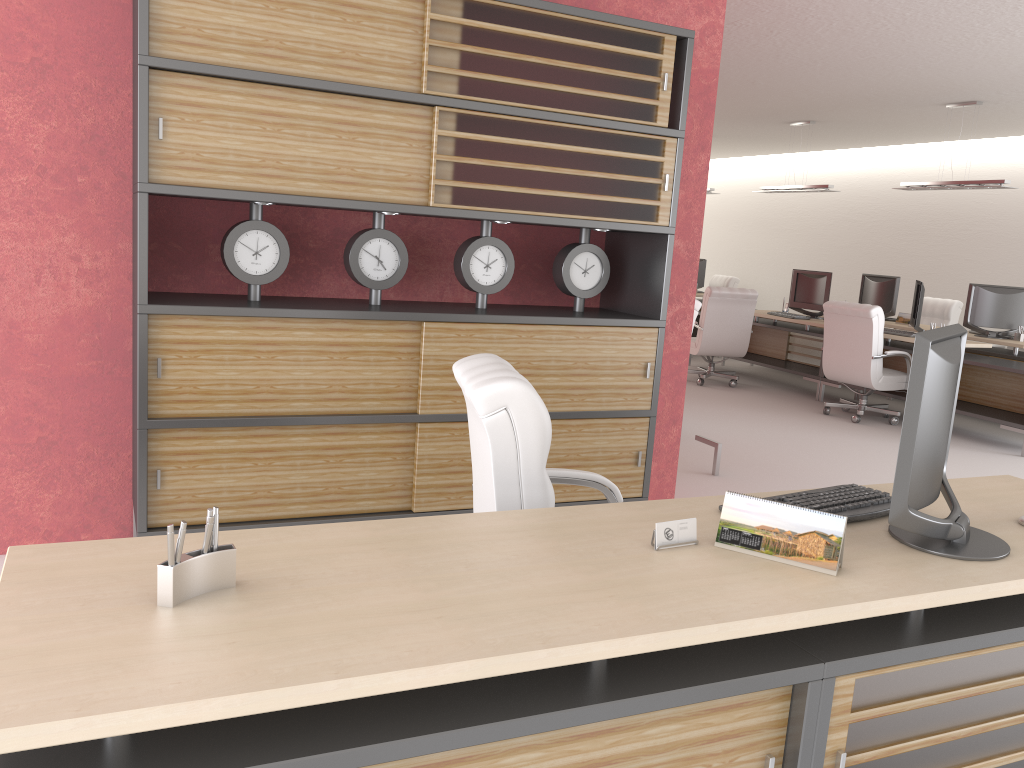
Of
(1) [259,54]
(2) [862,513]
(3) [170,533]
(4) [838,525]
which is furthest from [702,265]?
(3) [170,533]

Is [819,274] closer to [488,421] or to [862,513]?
[862,513]

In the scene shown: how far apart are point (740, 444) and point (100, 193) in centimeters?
739cm

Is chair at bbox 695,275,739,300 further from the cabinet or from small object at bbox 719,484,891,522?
small object at bbox 719,484,891,522

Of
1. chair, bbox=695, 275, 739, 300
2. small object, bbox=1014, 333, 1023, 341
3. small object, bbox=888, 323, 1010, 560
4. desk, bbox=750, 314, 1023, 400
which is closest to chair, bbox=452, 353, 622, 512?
small object, bbox=888, 323, 1010, 560

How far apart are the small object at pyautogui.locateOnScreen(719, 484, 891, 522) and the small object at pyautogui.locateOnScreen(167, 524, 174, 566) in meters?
2.3

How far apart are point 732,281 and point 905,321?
6.1 meters

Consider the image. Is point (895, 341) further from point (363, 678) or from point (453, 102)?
point (363, 678)

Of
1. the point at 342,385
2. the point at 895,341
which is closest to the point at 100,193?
the point at 342,385

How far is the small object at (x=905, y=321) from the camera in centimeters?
1472cm
